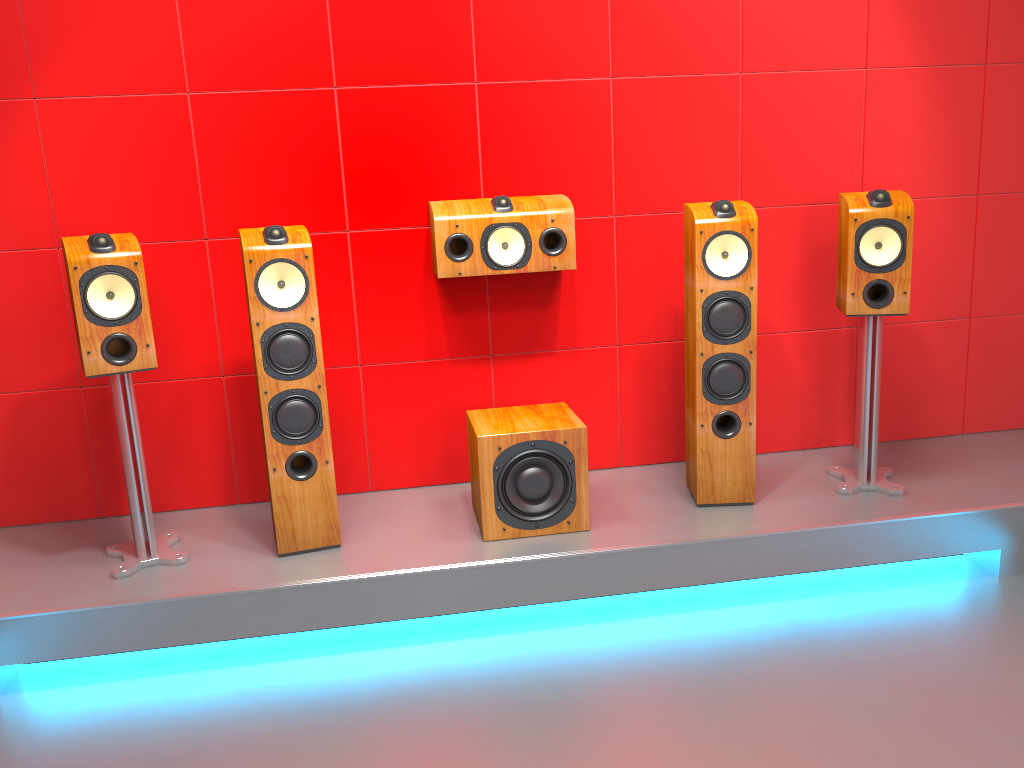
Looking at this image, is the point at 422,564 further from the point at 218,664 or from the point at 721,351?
the point at 721,351

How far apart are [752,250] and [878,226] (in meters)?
0.44

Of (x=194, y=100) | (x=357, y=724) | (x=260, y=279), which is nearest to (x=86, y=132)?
(x=194, y=100)

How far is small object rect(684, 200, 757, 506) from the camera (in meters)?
2.91

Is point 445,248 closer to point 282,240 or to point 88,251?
point 282,240

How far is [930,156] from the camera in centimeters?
350cm

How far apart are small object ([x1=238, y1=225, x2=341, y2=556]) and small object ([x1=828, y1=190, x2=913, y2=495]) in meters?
1.8

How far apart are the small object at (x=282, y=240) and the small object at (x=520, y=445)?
0.5 meters

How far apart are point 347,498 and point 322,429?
0.6m

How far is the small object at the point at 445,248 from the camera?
3.1m
